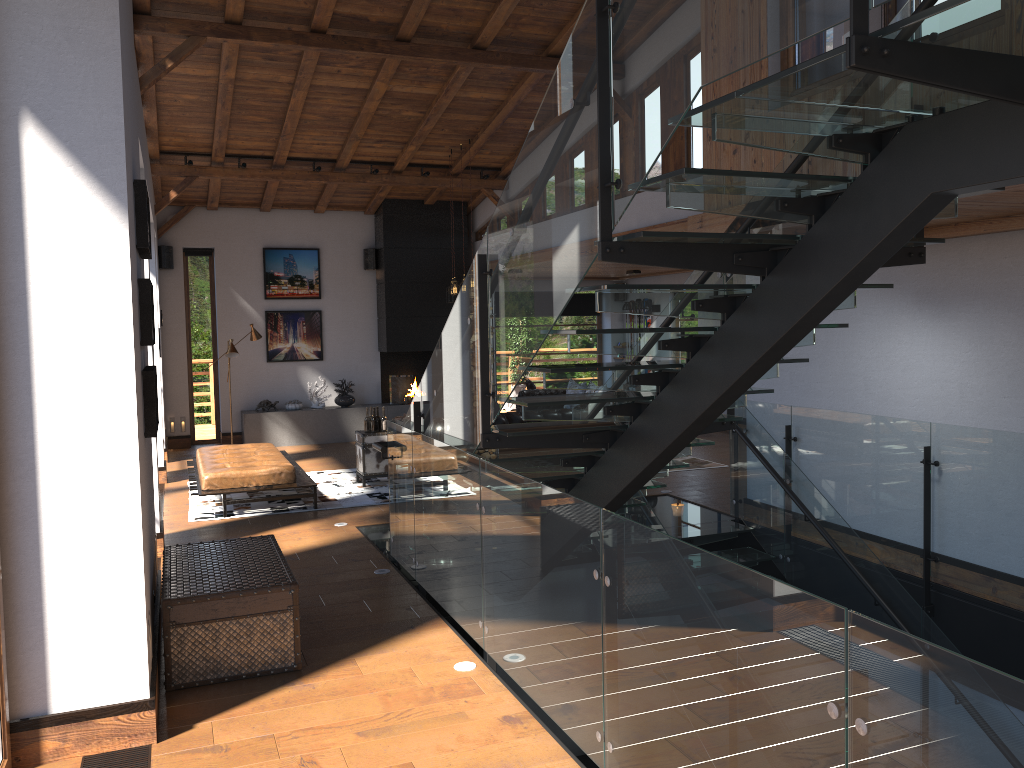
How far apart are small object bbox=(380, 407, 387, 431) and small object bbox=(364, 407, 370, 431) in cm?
18

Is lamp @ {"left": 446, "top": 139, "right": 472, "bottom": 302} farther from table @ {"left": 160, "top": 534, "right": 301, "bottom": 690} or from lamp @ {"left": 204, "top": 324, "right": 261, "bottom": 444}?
table @ {"left": 160, "top": 534, "right": 301, "bottom": 690}

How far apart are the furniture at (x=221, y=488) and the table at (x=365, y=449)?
0.7 meters

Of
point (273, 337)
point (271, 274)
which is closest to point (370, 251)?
point (271, 274)

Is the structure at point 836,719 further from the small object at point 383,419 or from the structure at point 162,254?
the structure at point 162,254

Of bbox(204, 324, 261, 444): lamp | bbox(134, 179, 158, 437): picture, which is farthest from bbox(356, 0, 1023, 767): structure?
bbox(204, 324, 261, 444): lamp

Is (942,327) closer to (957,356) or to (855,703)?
(957,356)

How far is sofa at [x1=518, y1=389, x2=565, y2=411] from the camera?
13.8m

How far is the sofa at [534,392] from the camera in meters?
13.8

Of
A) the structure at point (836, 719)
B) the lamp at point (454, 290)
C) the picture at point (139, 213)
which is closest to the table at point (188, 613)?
the picture at point (139, 213)
